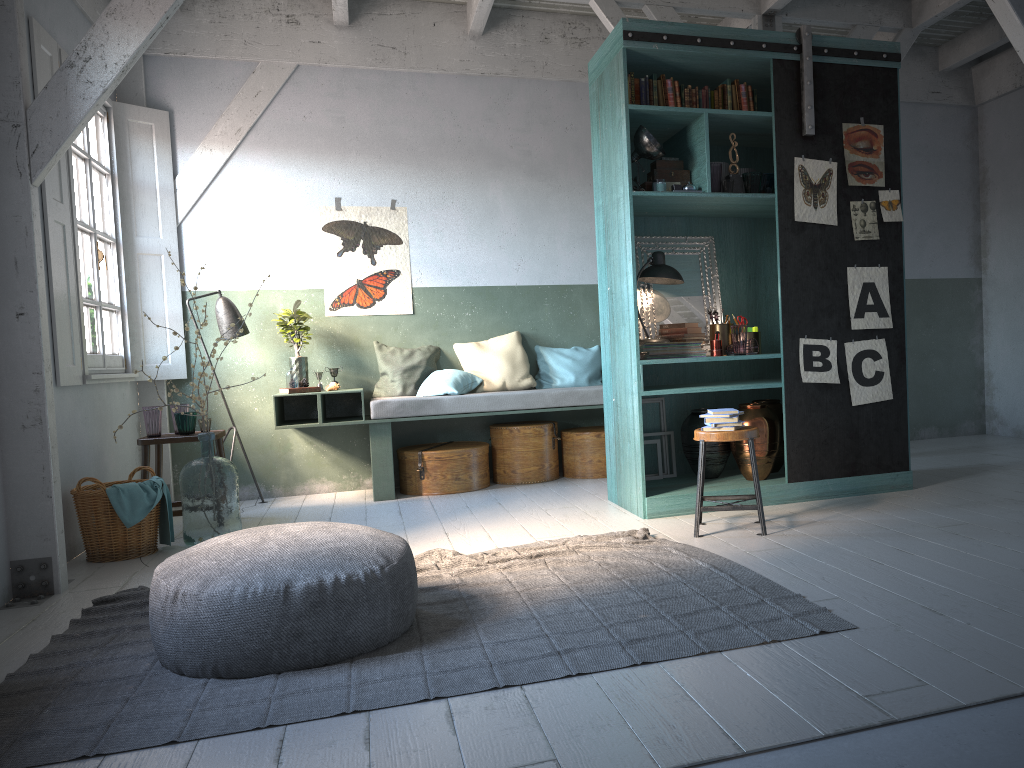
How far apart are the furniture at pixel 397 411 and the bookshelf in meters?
1.0 m

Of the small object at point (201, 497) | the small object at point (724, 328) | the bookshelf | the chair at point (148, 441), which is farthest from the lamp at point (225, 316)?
the small object at point (724, 328)

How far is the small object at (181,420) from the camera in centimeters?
668cm

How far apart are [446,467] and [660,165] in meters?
3.2 m

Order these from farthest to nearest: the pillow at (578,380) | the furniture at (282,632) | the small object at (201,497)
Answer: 1. the pillow at (578,380)
2. the small object at (201,497)
3. the furniture at (282,632)

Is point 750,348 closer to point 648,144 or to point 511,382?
point 648,144

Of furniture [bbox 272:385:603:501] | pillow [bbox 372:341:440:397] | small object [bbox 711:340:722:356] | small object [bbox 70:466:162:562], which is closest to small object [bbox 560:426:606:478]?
furniture [bbox 272:385:603:501]

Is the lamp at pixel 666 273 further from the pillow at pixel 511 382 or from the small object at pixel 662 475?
the pillow at pixel 511 382

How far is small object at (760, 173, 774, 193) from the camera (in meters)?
6.15

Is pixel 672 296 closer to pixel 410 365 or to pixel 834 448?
pixel 834 448
